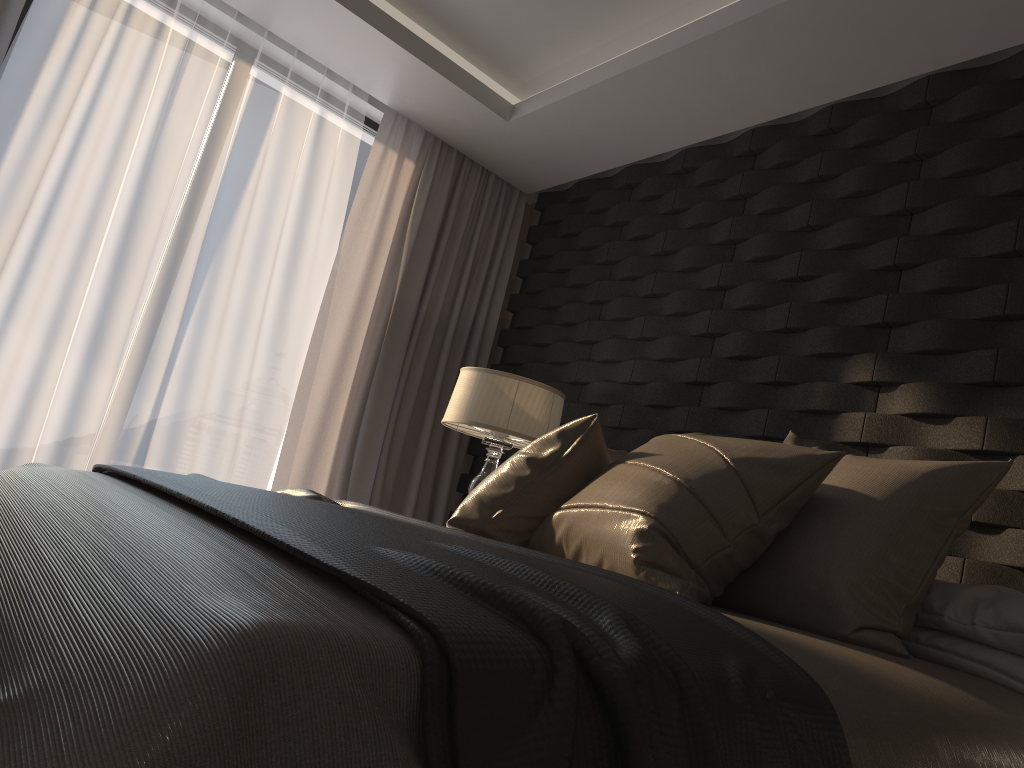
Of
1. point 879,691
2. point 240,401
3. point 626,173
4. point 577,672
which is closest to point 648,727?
point 577,672

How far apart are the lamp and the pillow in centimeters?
84cm

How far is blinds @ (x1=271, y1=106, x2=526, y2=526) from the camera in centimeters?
422cm

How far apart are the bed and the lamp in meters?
1.6

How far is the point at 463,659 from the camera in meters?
0.8 m

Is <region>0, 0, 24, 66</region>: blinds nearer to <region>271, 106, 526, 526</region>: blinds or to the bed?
<region>271, 106, 526, 526</region>: blinds

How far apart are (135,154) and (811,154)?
2.7 meters

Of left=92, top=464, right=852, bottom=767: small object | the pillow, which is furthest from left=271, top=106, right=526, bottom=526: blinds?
the pillow

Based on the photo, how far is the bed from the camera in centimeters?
64cm

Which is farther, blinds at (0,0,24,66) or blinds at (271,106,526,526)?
blinds at (271,106,526,526)
